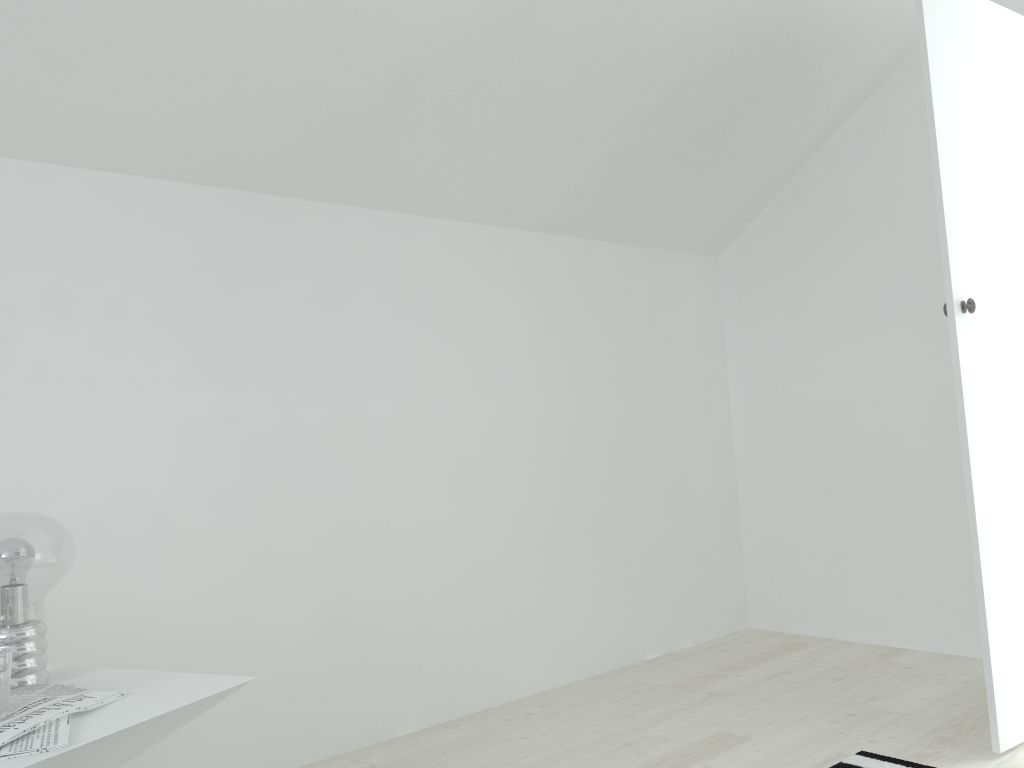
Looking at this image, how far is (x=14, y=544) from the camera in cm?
134

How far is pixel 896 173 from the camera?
3.3 meters

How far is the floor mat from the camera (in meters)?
2.19

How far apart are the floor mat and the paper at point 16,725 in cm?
174

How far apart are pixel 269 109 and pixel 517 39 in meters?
0.7

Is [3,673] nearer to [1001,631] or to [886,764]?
[886,764]

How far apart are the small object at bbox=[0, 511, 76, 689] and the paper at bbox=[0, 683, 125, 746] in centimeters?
7cm

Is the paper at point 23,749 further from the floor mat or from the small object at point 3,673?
the floor mat

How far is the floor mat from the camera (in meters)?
2.19

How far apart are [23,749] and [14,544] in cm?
38
